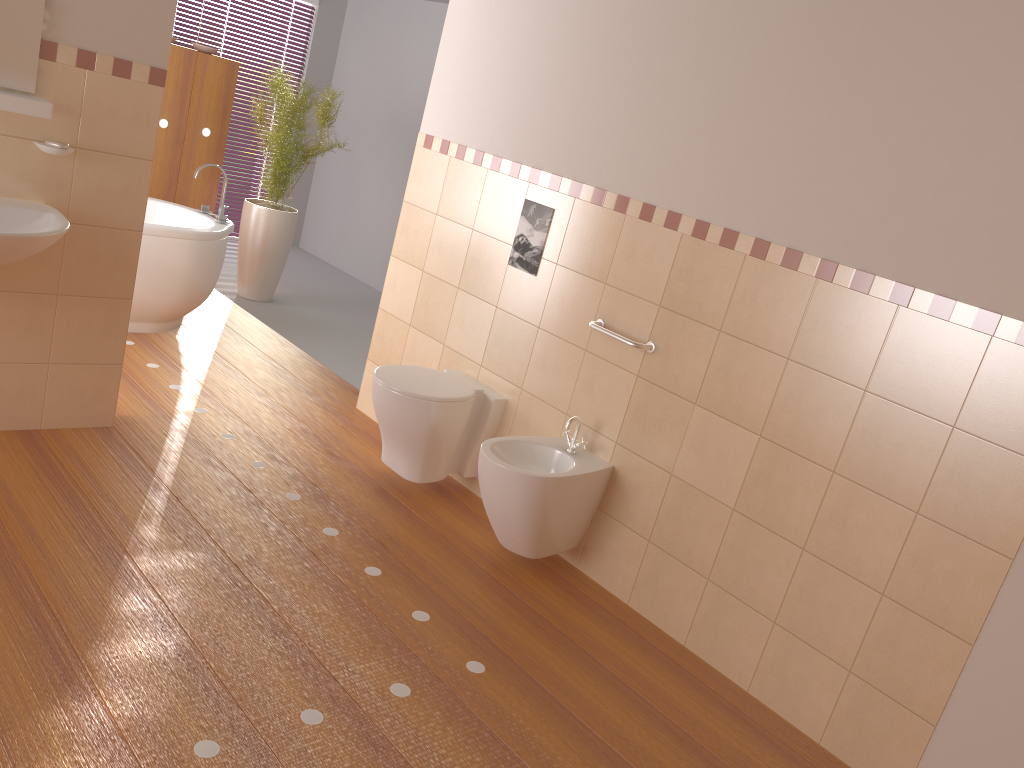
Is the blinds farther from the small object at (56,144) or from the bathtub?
the small object at (56,144)

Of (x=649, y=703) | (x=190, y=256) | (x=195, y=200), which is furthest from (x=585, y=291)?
(x=195, y=200)

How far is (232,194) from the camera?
7.60m

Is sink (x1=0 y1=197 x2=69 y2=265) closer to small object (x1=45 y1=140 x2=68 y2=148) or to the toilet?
small object (x1=45 y1=140 x2=68 y2=148)

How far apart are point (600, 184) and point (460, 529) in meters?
1.4 m

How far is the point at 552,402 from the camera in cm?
353

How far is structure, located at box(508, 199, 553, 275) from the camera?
3.56m

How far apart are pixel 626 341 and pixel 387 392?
1.0m

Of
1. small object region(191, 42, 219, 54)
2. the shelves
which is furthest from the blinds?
Answer: the shelves

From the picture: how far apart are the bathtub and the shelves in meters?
1.6 m
